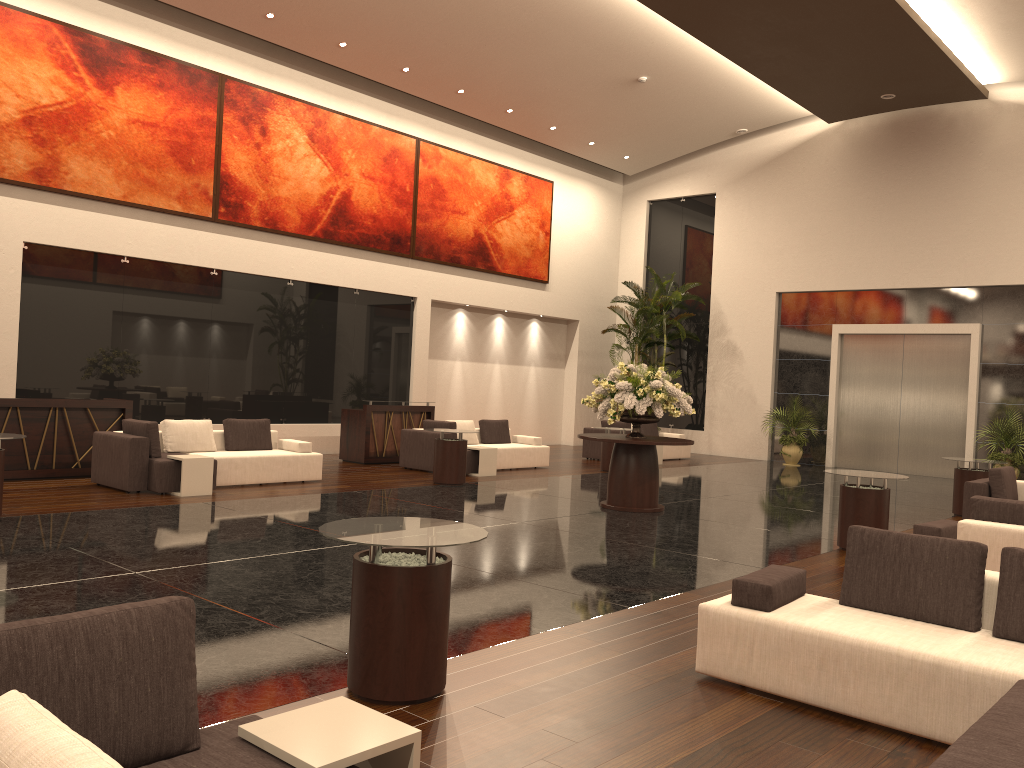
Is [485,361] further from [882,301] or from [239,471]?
[239,471]

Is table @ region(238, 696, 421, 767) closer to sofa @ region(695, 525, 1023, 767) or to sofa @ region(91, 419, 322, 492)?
sofa @ region(695, 525, 1023, 767)

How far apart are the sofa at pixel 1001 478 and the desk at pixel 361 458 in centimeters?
925cm

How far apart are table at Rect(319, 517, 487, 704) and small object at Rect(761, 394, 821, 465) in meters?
16.2 m

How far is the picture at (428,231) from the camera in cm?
→ 1880

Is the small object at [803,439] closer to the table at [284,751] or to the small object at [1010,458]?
the small object at [1010,458]

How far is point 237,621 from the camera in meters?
5.5 m

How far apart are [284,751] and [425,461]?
12.1 meters

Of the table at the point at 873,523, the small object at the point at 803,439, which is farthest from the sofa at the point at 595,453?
the table at the point at 873,523

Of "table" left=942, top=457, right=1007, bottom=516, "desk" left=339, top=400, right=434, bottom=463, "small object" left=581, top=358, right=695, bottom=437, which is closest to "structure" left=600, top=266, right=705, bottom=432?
"desk" left=339, top=400, right=434, bottom=463
